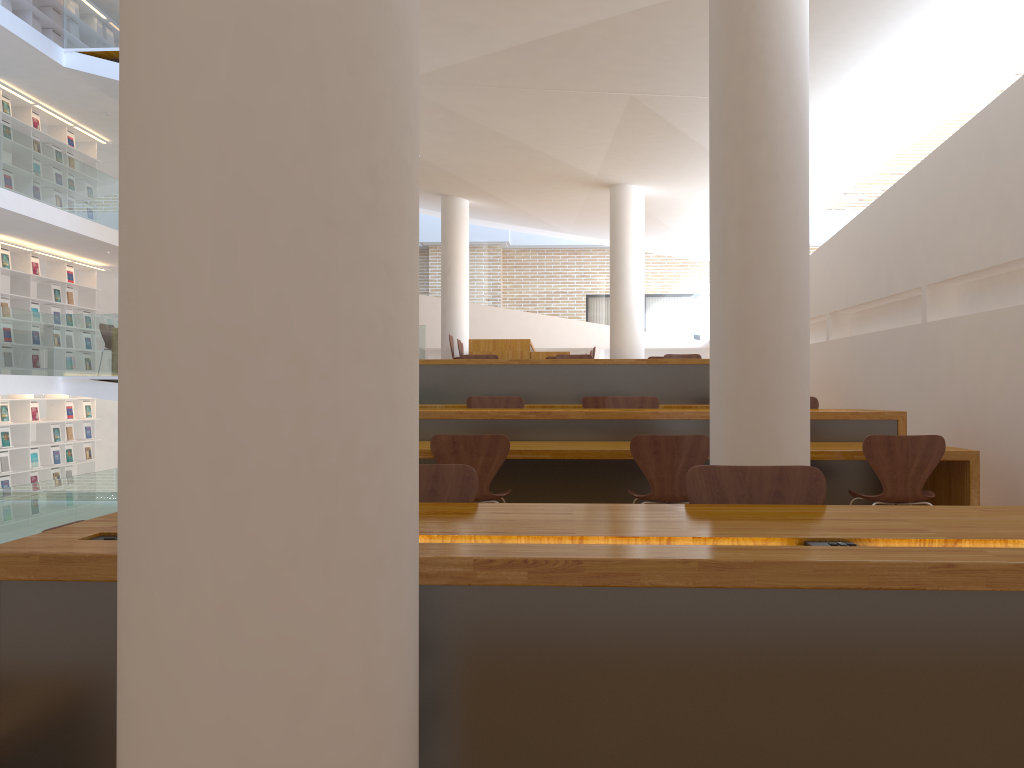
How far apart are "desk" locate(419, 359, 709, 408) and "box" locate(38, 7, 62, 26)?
9.27m

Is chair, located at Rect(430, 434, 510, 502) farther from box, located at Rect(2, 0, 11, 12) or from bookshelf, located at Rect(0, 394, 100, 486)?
box, located at Rect(2, 0, 11, 12)

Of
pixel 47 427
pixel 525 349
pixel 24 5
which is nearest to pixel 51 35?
pixel 24 5

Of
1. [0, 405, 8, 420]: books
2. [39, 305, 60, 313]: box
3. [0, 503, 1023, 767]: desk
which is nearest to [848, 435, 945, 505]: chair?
[0, 503, 1023, 767]: desk

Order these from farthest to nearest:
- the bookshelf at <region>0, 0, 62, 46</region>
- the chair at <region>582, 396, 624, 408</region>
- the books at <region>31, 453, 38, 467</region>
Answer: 1. the books at <region>31, 453, 38, 467</region>
2. the bookshelf at <region>0, 0, 62, 46</region>
3. the chair at <region>582, 396, 624, 408</region>

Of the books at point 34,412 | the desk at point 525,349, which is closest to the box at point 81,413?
the books at point 34,412

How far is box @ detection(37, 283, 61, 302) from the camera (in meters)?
13.01

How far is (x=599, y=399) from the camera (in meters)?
7.40

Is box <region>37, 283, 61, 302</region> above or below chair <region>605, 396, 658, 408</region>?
above

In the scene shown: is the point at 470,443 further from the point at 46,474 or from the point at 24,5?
the point at 24,5
